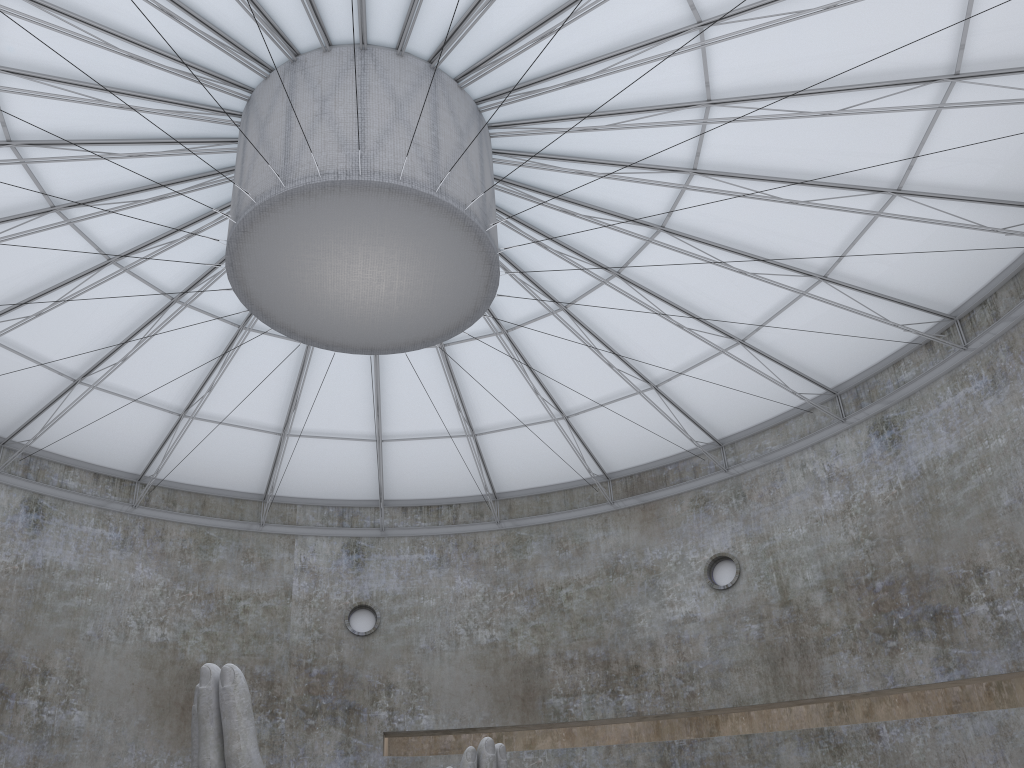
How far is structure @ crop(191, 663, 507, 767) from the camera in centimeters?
1527cm

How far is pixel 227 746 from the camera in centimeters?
1527cm

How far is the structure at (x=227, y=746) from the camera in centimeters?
1527cm
